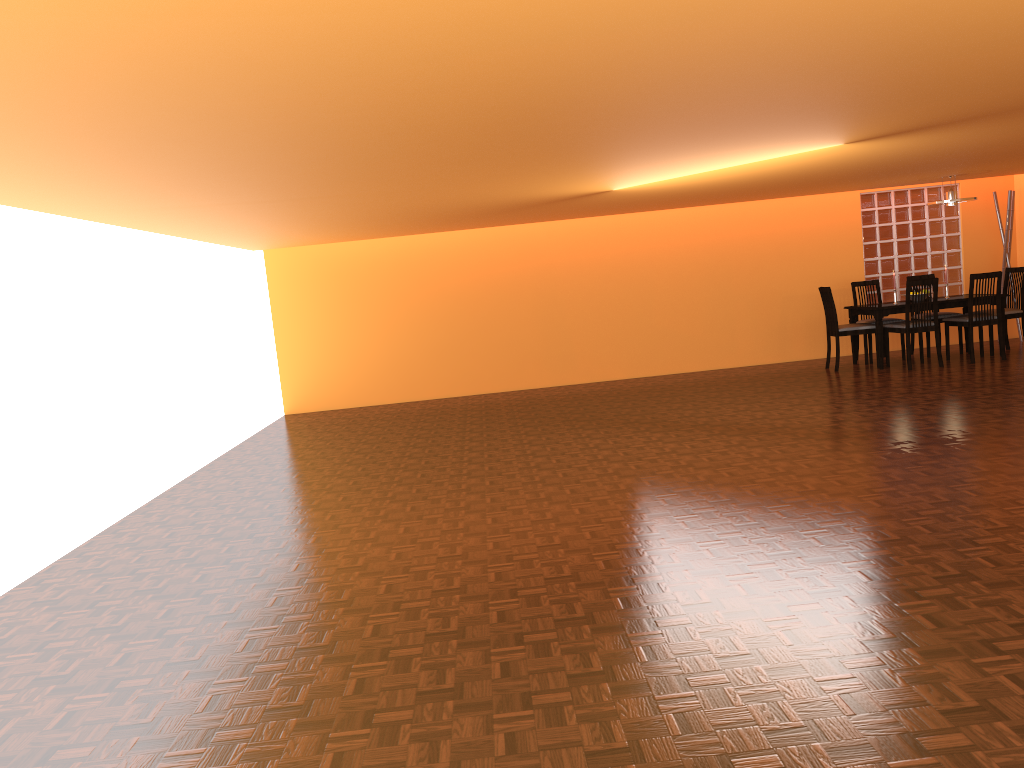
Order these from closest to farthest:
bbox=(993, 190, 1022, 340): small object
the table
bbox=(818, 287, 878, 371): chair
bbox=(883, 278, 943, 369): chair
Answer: bbox=(883, 278, 943, 369): chair, the table, bbox=(818, 287, 878, 371): chair, bbox=(993, 190, 1022, 340): small object

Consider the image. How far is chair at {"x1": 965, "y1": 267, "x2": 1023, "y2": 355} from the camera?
8.3 meters

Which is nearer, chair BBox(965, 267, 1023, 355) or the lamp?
the lamp

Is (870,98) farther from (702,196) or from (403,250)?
(403,250)

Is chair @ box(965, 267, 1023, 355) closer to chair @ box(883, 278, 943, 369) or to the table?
the table

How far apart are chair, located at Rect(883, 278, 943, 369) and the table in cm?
13

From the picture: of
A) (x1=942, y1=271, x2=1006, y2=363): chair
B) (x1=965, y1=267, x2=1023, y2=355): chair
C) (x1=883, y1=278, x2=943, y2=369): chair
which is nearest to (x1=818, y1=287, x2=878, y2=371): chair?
(x1=883, y1=278, x2=943, y2=369): chair

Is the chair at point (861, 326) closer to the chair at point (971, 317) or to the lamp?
the chair at point (971, 317)

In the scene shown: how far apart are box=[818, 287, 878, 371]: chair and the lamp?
1.3m

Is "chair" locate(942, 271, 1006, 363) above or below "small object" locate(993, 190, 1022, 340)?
below
